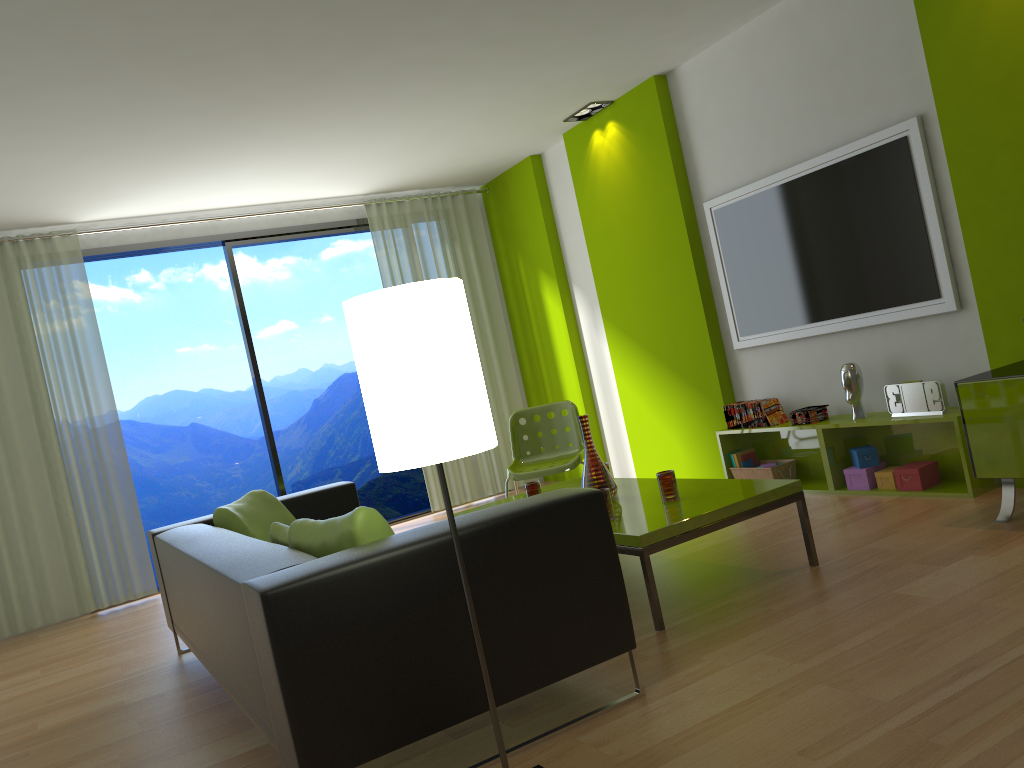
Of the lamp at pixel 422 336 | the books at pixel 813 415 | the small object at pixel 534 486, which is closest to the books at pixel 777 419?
the books at pixel 813 415

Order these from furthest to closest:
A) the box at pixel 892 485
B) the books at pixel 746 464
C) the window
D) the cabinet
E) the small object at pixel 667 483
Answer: the window, the books at pixel 746 464, the box at pixel 892 485, the small object at pixel 667 483, the cabinet

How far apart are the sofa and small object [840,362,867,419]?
2.55m

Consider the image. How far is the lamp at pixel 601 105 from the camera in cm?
606

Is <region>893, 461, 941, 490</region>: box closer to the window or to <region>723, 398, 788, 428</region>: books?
<region>723, 398, 788, 428</region>: books

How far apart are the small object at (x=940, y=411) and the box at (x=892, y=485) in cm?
30

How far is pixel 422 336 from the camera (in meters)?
1.92

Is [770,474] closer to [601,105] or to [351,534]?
[601,105]

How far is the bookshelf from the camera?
4.2 meters

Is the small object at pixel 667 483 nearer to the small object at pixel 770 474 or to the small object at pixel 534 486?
the small object at pixel 534 486
